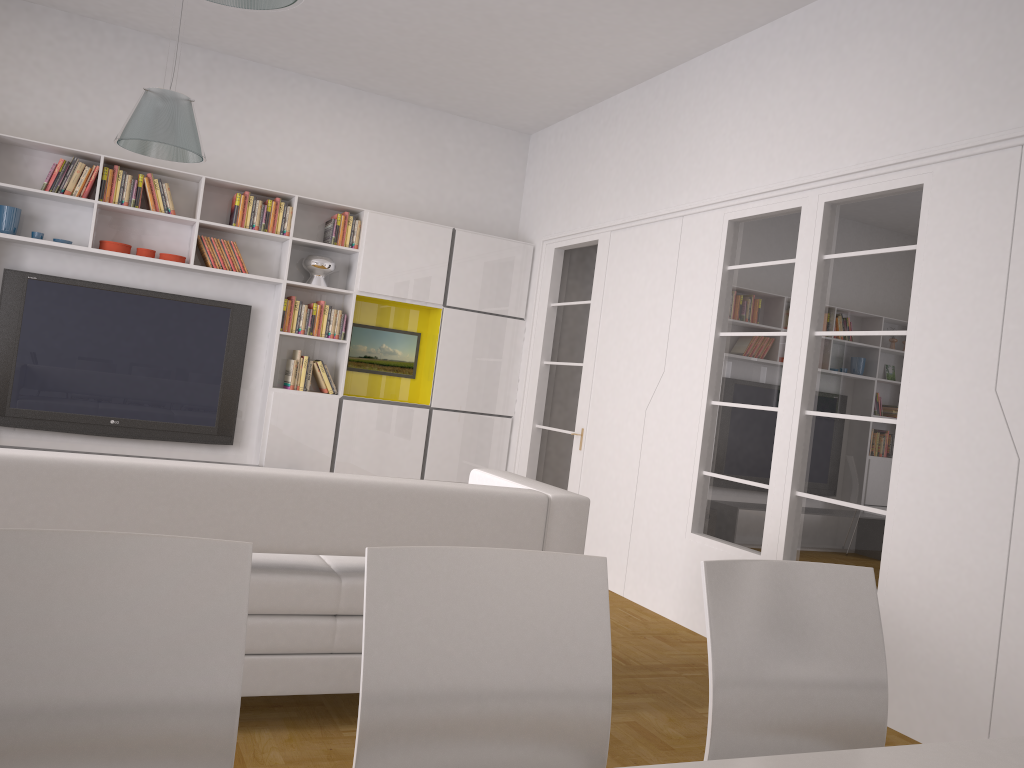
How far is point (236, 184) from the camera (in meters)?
6.49

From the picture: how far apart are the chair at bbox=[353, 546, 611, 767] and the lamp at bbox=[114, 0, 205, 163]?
3.68m

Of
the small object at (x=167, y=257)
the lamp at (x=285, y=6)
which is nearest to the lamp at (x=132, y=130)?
the small object at (x=167, y=257)

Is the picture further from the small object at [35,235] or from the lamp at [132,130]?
the lamp at [132,130]

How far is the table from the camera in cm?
133

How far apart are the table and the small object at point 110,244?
6.0m

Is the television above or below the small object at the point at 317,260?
below

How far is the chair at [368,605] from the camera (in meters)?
1.47

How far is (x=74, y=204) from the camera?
6.3m

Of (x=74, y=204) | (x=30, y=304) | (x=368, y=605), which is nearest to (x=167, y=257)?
(x=74, y=204)
